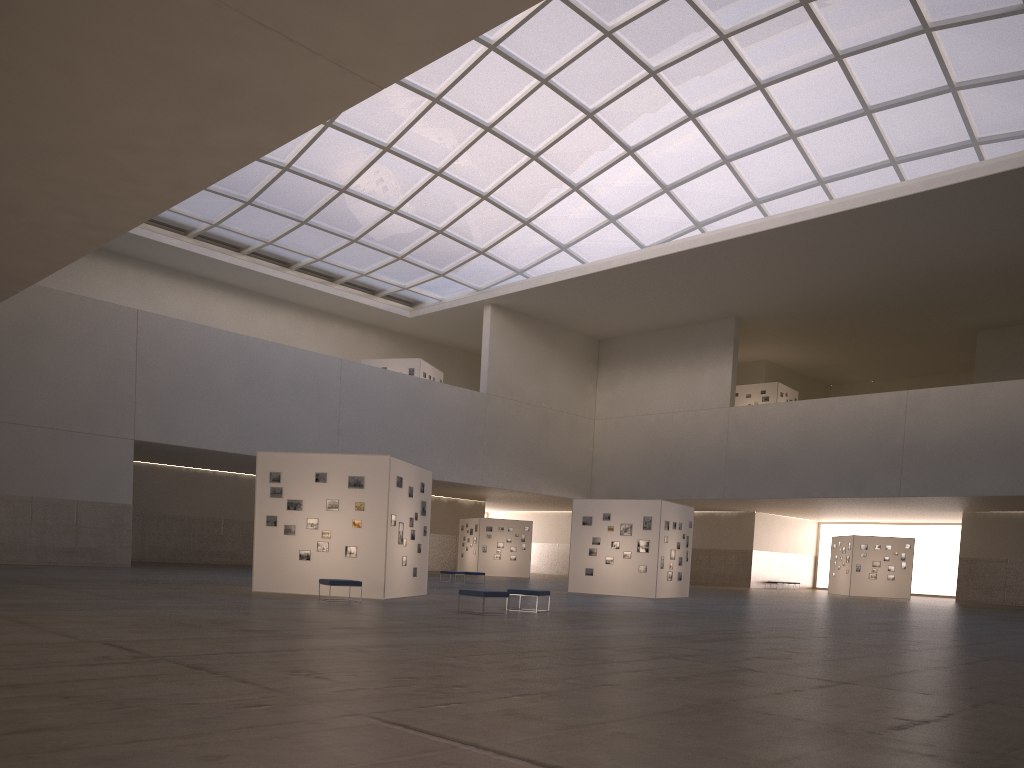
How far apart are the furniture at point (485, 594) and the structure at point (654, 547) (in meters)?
17.96

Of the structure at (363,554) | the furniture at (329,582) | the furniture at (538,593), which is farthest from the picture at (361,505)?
the furniture at (538,593)

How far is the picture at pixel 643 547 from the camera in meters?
39.7

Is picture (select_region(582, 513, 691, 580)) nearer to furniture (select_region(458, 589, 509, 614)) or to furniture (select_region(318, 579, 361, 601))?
furniture (select_region(458, 589, 509, 614))

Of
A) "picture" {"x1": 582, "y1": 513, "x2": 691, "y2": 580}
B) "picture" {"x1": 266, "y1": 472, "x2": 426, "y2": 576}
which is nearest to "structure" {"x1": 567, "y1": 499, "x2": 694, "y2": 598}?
"picture" {"x1": 582, "y1": 513, "x2": 691, "y2": 580}

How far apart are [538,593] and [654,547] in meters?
16.1 m

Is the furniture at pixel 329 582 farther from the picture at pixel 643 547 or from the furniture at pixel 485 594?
the picture at pixel 643 547

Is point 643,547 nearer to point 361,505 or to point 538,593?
point 538,593

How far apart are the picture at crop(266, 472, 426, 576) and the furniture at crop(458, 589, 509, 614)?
5.8 meters

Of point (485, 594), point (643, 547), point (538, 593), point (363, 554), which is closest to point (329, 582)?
point (363, 554)
